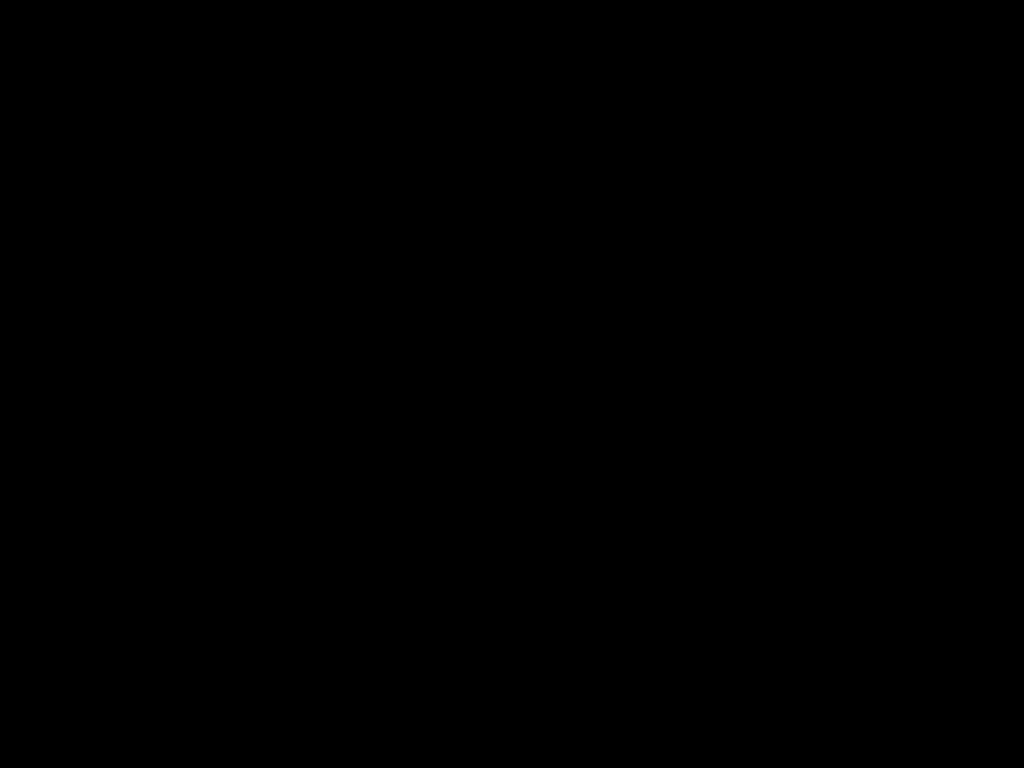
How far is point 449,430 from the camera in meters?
2.7 m

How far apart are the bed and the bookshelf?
0.0m

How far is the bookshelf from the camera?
1.9 meters

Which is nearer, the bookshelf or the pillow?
the bookshelf

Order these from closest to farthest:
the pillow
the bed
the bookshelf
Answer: the bed
the bookshelf
the pillow

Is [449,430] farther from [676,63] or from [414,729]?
[676,63]

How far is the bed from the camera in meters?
0.3 m

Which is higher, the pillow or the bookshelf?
the pillow

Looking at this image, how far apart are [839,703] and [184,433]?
1.8m

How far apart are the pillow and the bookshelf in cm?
4
